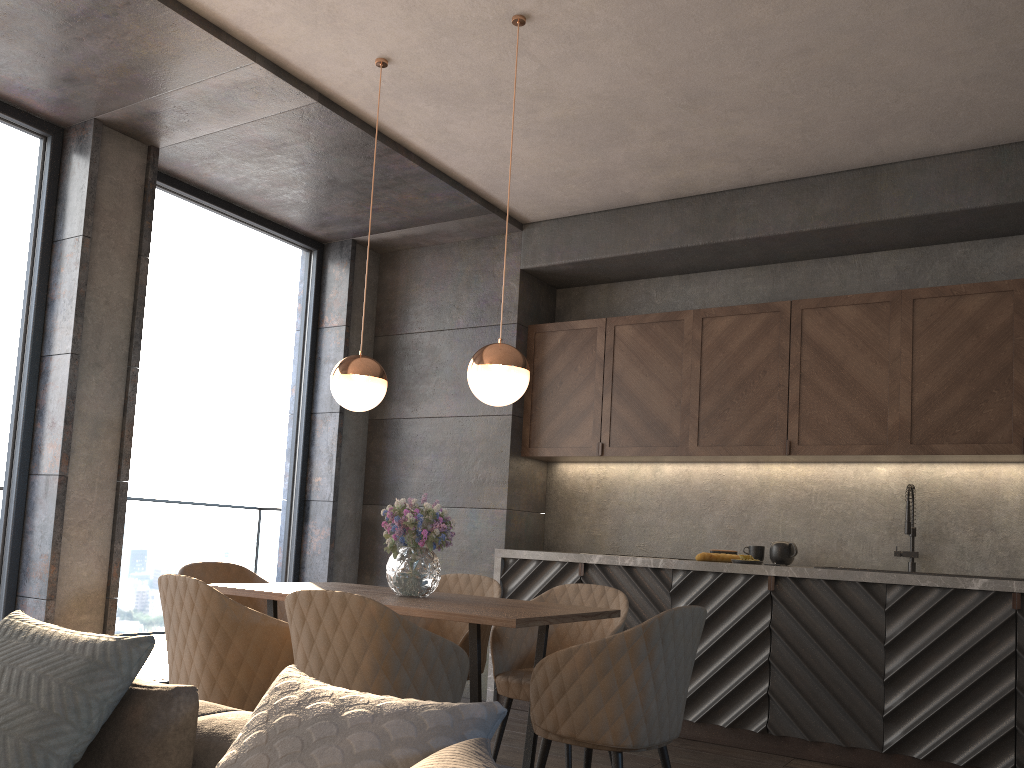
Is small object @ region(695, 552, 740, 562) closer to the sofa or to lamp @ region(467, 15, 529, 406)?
lamp @ region(467, 15, 529, 406)

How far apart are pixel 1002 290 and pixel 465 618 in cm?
328

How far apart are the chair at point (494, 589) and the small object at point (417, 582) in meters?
0.5

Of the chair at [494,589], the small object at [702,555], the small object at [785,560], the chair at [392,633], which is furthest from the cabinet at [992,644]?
the chair at [392,633]

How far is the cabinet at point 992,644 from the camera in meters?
4.0

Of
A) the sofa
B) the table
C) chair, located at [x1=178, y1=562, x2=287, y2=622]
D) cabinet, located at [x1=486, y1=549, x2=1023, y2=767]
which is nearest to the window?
chair, located at [x1=178, y1=562, x2=287, y2=622]

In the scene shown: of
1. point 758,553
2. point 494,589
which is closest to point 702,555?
point 758,553

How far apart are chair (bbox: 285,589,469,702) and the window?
2.5m

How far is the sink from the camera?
4.5m

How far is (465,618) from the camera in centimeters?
277cm
